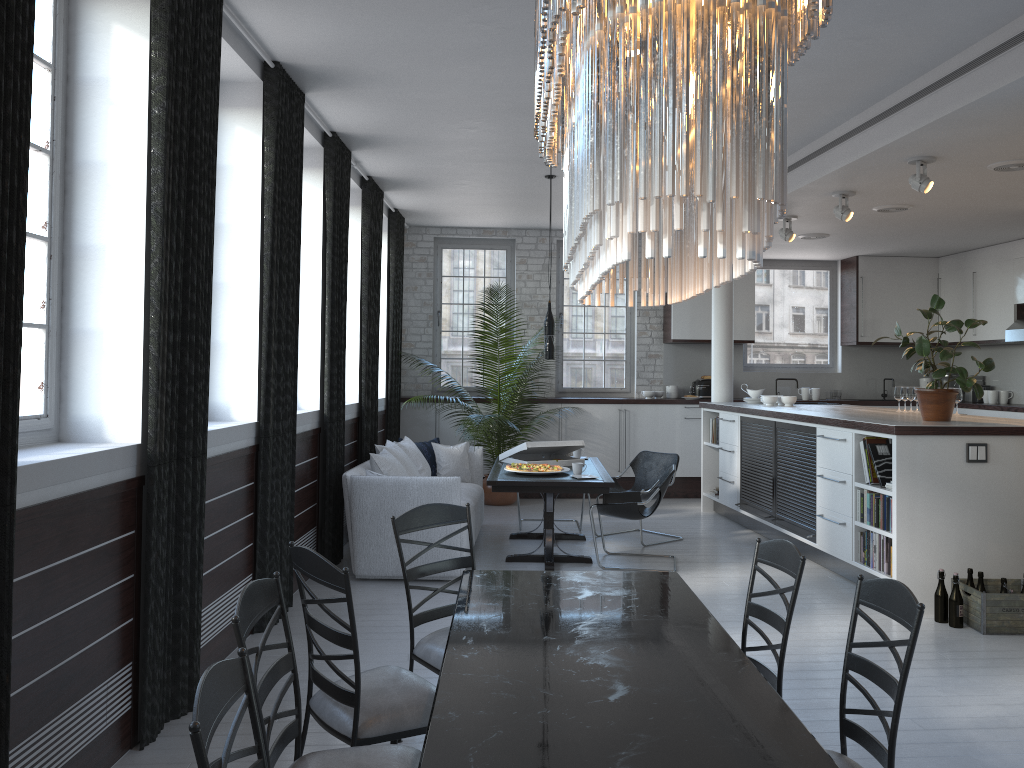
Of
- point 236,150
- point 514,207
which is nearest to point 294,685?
point 236,150

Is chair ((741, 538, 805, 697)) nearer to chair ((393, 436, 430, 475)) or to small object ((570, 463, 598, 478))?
small object ((570, 463, 598, 478))

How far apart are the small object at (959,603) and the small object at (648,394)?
5.49m

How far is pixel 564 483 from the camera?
6.6 meters

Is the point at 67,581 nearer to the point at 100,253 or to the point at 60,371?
the point at 60,371

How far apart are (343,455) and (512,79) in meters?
3.3

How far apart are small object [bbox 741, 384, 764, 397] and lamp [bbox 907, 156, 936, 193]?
3.8 meters

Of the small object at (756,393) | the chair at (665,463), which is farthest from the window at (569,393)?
the chair at (665,463)

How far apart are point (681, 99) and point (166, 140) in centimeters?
294cm

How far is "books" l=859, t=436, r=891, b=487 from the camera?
5.99m
